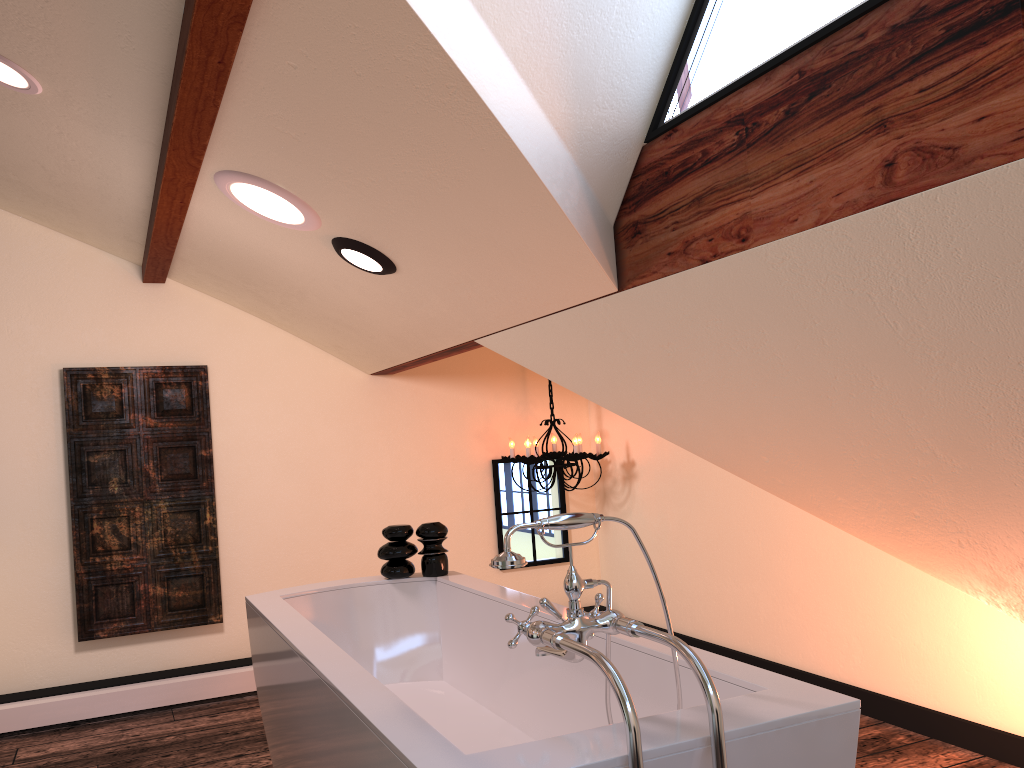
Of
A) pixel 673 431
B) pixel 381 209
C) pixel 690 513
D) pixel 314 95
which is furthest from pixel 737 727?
pixel 690 513

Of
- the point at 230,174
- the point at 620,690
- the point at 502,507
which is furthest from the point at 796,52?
the point at 502,507

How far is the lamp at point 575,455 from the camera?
4.57m

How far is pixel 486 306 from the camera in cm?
303

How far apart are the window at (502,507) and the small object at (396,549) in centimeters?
165cm

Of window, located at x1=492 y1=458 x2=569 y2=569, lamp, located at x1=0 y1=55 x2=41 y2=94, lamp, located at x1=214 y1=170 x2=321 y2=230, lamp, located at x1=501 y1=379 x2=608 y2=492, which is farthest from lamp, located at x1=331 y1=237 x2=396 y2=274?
window, located at x1=492 y1=458 x2=569 y2=569

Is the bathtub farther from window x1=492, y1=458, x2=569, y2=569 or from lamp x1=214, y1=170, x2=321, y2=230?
window x1=492, y1=458, x2=569, y2=569

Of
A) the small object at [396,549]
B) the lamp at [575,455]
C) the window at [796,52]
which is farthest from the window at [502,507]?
the window at [796,52]

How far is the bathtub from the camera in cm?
150

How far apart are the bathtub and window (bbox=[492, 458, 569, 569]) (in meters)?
1.66
